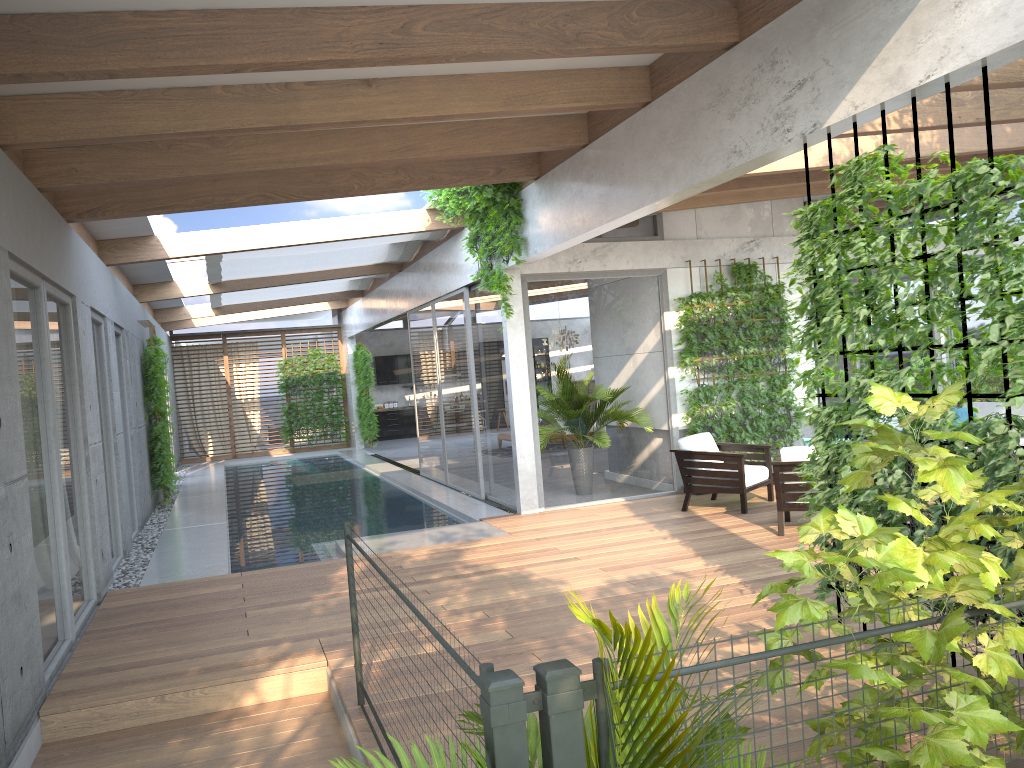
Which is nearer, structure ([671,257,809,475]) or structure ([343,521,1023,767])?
structure ([343,521,1023,767])

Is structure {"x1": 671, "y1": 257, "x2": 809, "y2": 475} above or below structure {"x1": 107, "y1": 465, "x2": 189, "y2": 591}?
above

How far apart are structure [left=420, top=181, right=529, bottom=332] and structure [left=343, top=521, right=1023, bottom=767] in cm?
499

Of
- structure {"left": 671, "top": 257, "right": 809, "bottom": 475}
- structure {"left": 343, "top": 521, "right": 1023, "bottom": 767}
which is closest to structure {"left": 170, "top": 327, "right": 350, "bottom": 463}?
structure {"left": 671, "top": 257, "right": 809, "bottom": 475}

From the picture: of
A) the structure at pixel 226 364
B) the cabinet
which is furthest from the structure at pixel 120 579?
the cabinet

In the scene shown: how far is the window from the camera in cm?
583

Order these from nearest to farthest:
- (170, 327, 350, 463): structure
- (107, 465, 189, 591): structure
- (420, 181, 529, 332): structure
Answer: (107, 465, 189, 591): structure → (420, 181, 529, 332): structure → (170, 327, 350, 463): structure

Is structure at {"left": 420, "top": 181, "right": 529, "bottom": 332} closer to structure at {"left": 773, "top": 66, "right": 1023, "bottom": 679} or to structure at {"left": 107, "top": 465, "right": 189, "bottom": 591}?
structure at {"left": 773, "top": 66, "right": 1023, "bottom": 679}

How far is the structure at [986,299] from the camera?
3.7m

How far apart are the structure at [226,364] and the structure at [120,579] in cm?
225
